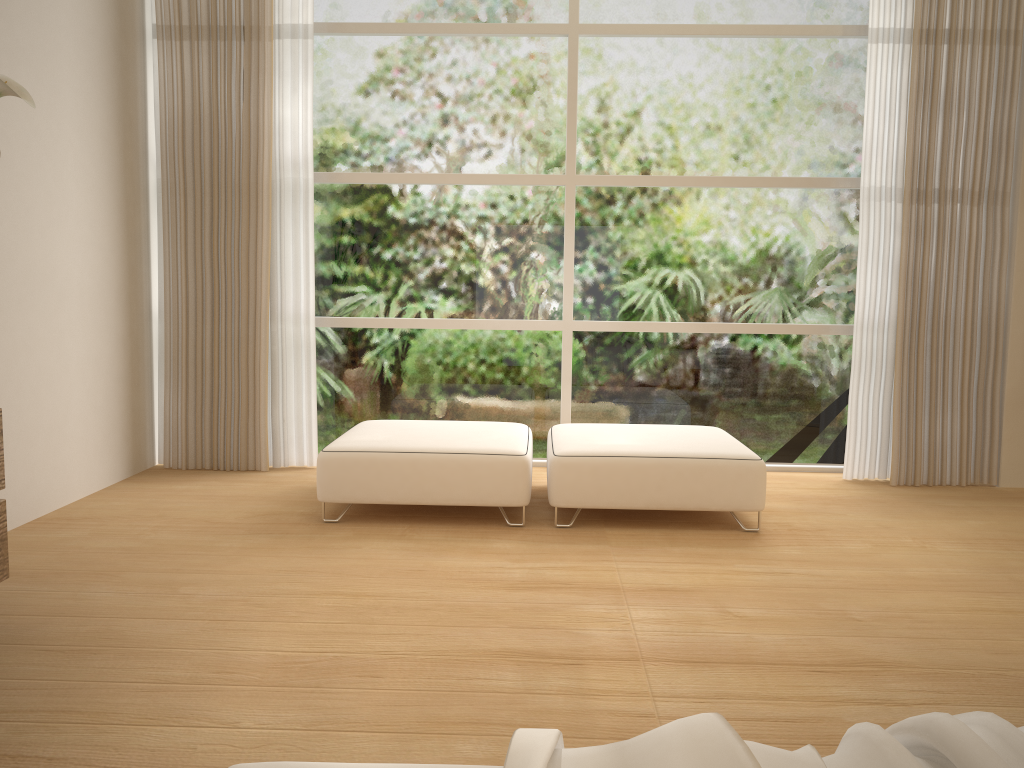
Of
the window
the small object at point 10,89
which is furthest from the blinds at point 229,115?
the small object at point 10,89

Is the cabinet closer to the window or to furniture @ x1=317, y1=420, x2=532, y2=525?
furniture @ x1=317, y1=420, x2=532, y2=525

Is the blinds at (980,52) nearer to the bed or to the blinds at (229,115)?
the blinds at (229,115)

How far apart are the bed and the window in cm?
408

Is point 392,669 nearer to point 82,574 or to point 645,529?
point 82,574

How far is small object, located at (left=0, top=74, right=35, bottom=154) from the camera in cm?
236

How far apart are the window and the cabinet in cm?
268

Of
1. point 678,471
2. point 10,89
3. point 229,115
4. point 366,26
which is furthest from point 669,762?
point 366,26

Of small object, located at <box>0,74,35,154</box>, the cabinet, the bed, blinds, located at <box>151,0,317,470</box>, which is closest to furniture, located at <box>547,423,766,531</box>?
blinds, located at <box>151,0,317,470</box>

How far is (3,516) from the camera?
2.7 meters
